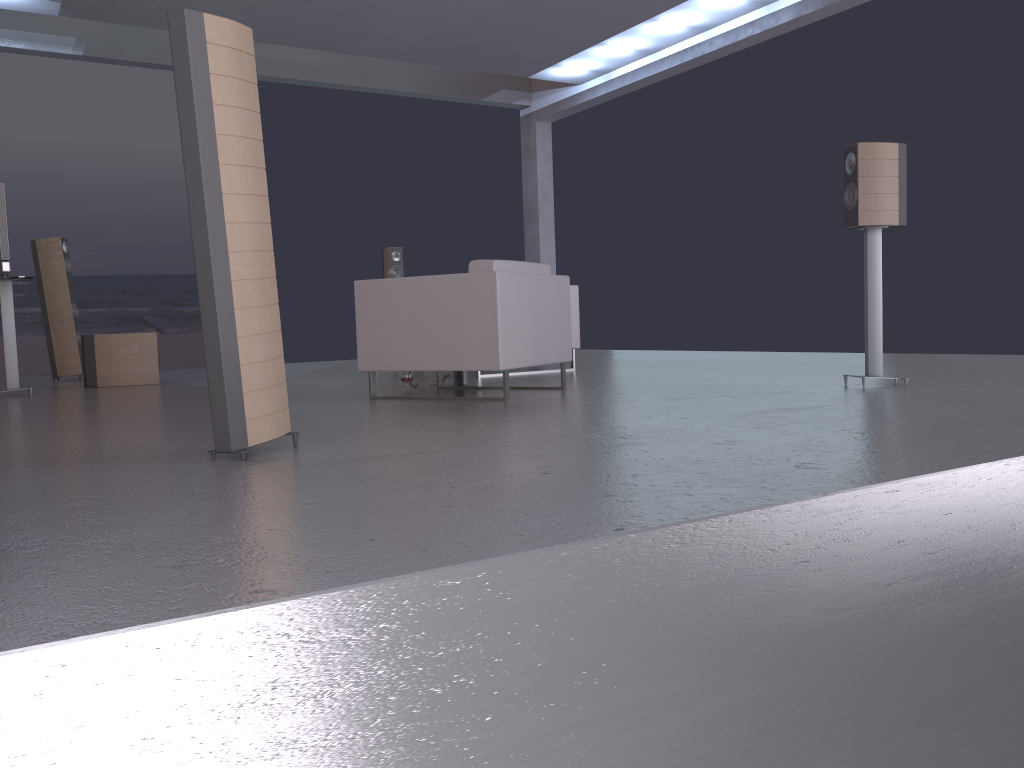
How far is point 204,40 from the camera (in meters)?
2.82

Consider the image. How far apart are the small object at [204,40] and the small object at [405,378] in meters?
2.8

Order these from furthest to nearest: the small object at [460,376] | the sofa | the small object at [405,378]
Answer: the sofa → the small object at [460,376] → the small object at [405,378]

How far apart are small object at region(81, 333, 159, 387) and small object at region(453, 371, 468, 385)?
3.2m

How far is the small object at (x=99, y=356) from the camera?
7.7 meters

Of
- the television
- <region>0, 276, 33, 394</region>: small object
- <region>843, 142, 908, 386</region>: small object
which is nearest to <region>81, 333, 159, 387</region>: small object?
<region>0, 276, 33, 394</region>: small object

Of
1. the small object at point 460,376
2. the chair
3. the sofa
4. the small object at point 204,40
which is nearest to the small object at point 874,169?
the chair

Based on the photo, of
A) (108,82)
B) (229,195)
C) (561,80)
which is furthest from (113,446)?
(108,82)

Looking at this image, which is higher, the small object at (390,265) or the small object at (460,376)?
the small object at (390,265)

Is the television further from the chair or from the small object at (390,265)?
the small object at (390,265)
